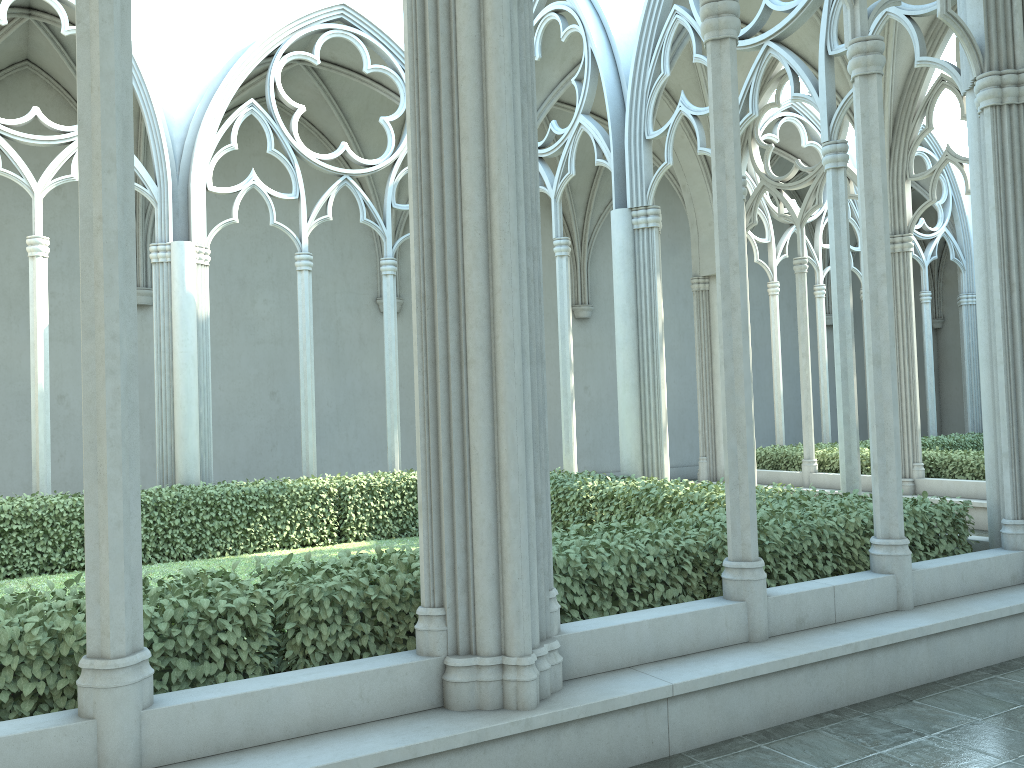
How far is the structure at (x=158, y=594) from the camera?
3.9 meters

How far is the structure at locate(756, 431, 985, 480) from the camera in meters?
12.3

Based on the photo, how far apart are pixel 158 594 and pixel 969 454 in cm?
1155

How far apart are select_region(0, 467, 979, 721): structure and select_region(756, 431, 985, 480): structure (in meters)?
5.21

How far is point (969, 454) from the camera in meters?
12.3

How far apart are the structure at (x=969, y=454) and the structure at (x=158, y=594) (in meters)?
5.21

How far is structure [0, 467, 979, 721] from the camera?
3.92m

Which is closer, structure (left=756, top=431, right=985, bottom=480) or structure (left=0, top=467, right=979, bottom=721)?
structure (left=0, top=467, right=979, bottom=721)
